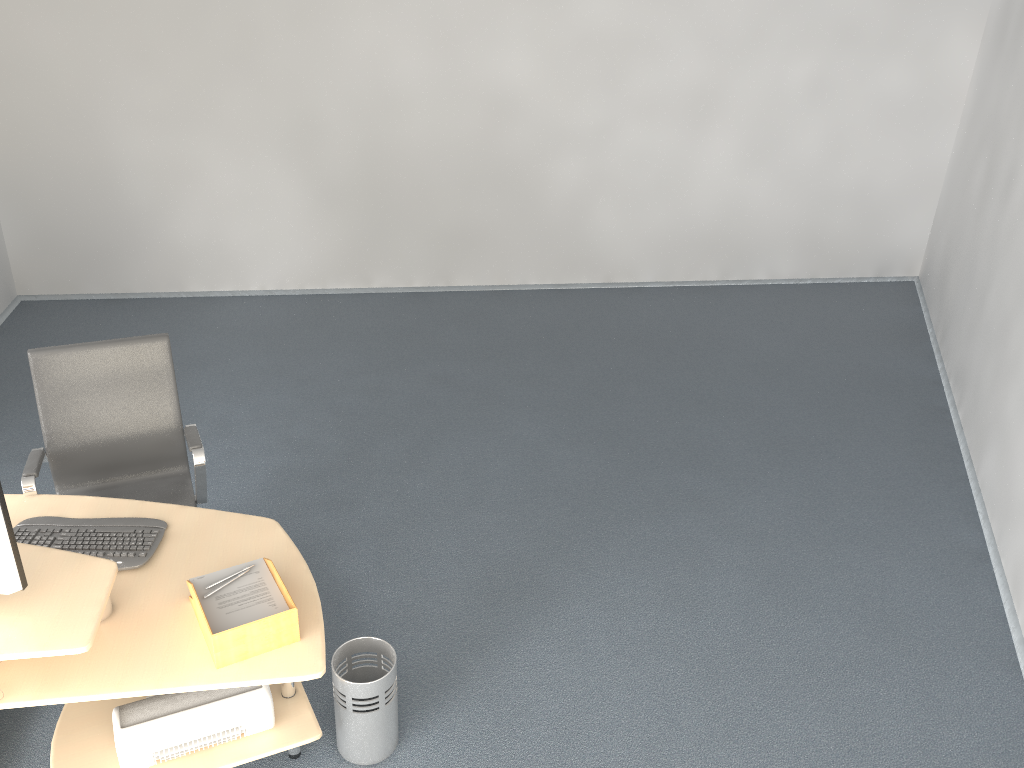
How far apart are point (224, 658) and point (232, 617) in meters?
0.1

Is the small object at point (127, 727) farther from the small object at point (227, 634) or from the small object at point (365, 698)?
the small object at point (227, 634)

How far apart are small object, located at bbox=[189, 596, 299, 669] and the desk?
0.0m

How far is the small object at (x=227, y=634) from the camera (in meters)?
2.29

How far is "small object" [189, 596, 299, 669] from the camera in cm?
231

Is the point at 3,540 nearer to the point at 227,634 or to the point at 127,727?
the point at 227,634

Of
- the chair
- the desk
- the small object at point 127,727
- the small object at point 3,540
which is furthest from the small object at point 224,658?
the chair

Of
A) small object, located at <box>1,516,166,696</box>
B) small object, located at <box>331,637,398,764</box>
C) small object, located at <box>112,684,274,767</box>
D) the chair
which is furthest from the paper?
the chair

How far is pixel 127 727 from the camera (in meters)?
2.50

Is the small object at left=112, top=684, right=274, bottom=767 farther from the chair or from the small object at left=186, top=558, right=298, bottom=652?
the chair
